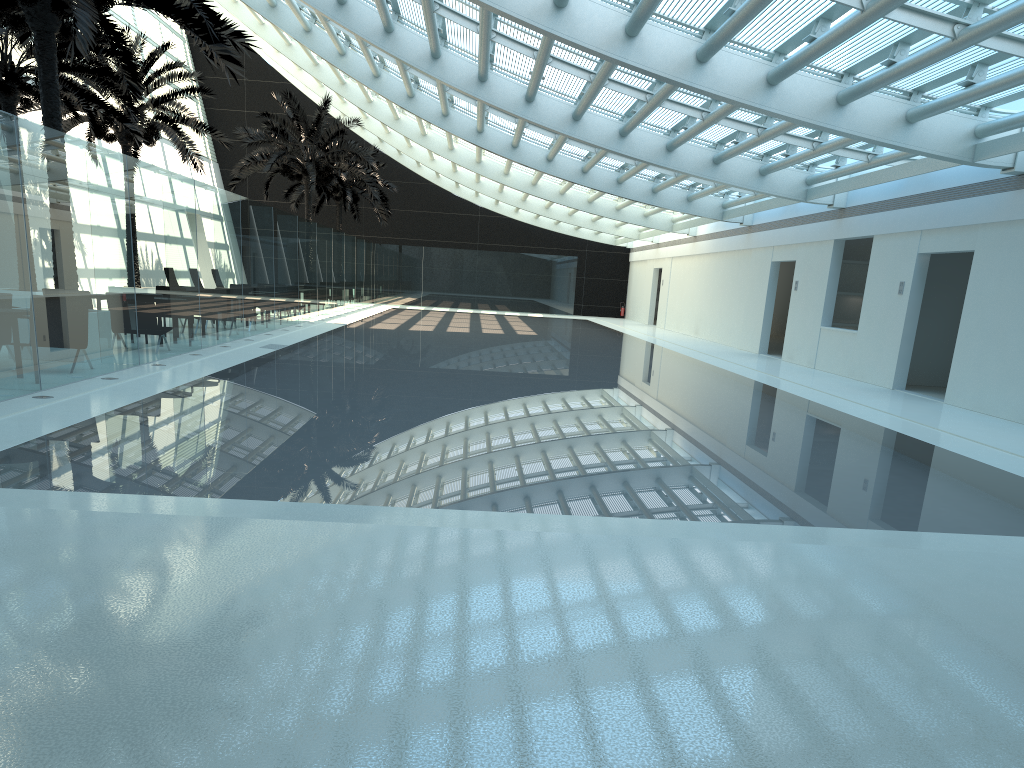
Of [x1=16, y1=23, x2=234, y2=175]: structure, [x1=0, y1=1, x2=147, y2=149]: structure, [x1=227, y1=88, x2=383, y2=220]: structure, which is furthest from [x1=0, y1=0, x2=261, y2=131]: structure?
[x1=227, y1=88, x2=383, y2=220]: structure

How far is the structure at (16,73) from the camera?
16.8 meters

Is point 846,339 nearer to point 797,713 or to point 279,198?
point 797,713

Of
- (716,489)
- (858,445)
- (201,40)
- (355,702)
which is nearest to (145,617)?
(355,702)

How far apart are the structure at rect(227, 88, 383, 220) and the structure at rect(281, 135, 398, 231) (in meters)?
4.61

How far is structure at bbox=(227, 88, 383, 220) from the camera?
29.0m

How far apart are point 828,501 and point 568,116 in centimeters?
1296cm

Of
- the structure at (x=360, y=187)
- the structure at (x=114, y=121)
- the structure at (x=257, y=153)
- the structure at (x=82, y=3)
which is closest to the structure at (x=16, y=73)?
the structure at (x=114, y=121)

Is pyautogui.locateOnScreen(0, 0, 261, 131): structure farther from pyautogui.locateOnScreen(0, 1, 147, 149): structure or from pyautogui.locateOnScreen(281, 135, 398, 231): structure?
pyautogui.locateOnScreen(281, 135, 398, 231): structure

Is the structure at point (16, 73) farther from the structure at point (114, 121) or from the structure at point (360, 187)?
the structure at point (360, 187)
